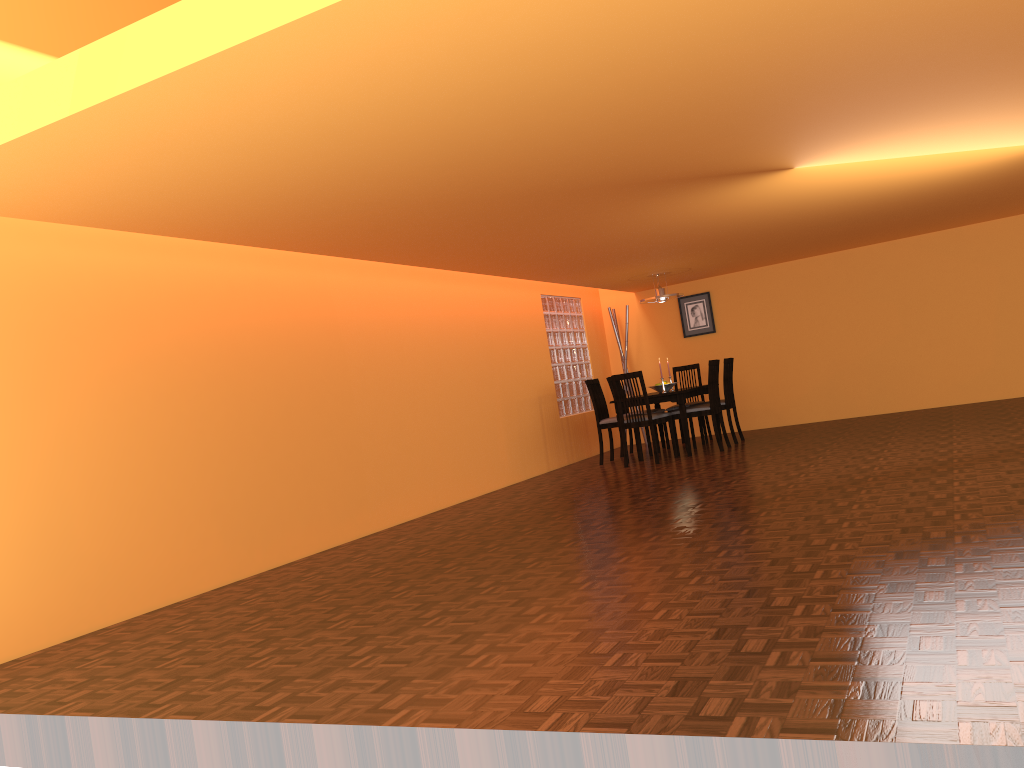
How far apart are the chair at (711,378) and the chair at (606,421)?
0.6 meters

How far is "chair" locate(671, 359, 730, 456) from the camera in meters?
7.7

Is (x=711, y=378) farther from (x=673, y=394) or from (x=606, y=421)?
(x=606, y=421)

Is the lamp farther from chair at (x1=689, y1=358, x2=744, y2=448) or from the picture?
the picture

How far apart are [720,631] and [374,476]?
3.8m

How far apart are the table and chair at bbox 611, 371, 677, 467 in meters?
0.1

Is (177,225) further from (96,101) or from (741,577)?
(741,577)

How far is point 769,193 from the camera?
5.3 meters

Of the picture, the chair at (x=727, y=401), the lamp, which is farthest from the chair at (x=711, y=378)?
the picture

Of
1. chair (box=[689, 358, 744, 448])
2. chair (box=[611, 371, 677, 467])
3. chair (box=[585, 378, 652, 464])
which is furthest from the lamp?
chair (box=[611, 371, 677, 467])
